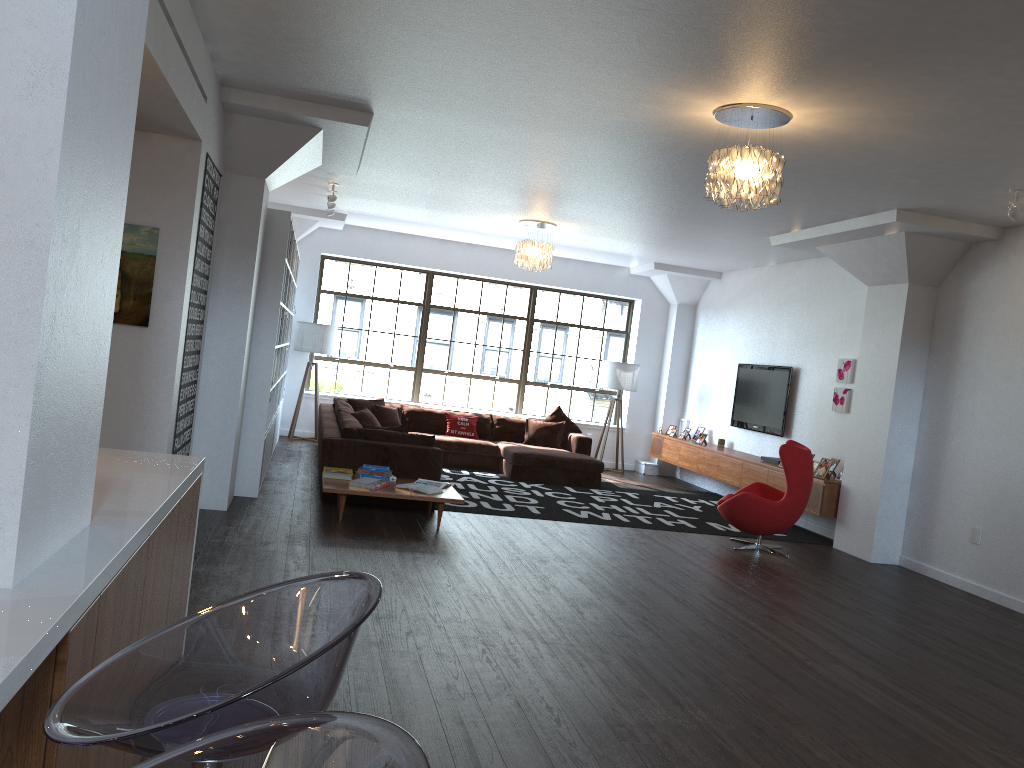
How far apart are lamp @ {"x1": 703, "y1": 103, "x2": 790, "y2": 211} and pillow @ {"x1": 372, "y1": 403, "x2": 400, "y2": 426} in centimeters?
665cm

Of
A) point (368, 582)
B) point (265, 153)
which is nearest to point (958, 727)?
point (368, 582)

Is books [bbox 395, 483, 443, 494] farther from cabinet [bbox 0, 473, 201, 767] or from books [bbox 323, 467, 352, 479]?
cabinet [bbox 0, 473, 201, 767]

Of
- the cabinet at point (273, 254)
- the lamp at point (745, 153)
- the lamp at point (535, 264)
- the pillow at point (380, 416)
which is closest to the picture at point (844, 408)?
the lamp at point (535, 264)

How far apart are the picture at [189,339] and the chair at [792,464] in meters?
4.5 m

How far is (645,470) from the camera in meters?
12.9

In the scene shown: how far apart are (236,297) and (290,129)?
1.3 meters

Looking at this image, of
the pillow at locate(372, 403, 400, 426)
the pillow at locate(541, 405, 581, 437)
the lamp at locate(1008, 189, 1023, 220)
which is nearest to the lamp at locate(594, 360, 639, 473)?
the pillow at locate(541, 405, 581, 437)

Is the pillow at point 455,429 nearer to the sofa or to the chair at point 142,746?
the sofa

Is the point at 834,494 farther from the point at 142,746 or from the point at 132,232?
the point at 142,746
